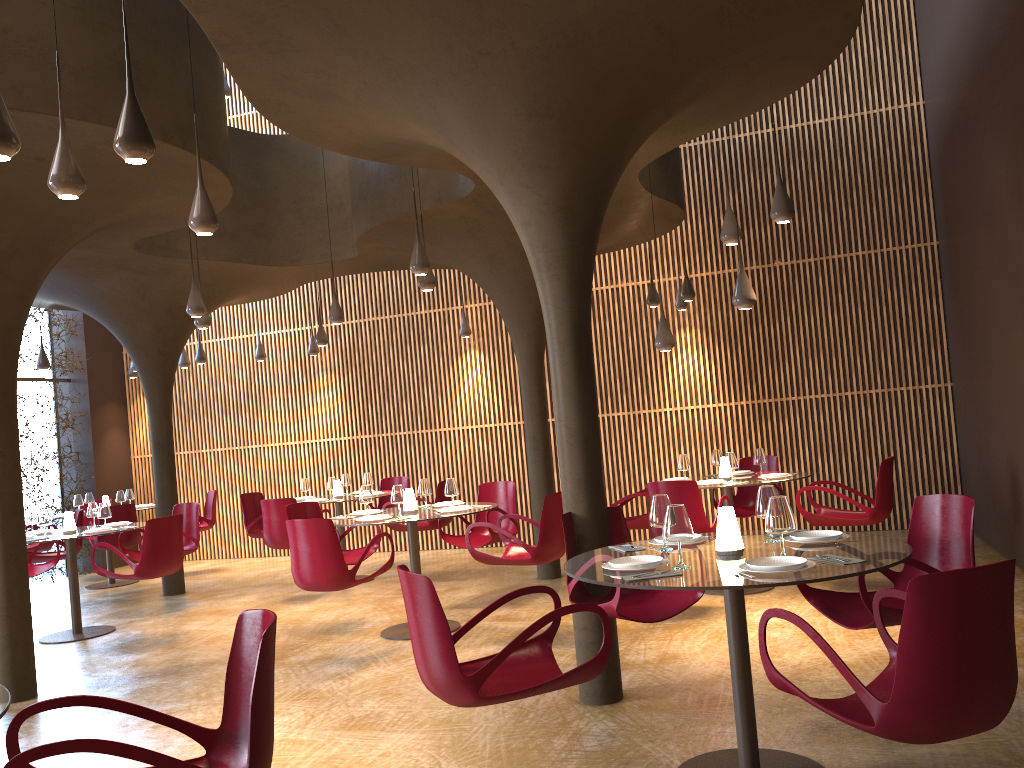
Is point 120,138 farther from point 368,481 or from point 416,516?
point 368,481

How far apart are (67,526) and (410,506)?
4.1 meters

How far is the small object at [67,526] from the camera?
9.7 meters

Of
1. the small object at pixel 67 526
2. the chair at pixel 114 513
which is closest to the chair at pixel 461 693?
the small object at pixel 67 526

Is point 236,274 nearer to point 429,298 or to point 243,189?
point 243,189

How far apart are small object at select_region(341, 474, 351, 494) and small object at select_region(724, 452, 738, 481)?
5.57m

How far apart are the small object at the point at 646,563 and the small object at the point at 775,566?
0.43m

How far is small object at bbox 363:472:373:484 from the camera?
11.81m

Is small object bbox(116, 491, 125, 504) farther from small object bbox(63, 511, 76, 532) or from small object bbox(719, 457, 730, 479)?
small object bbox(719, 457, 730, 479)

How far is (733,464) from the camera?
8.7 meters
